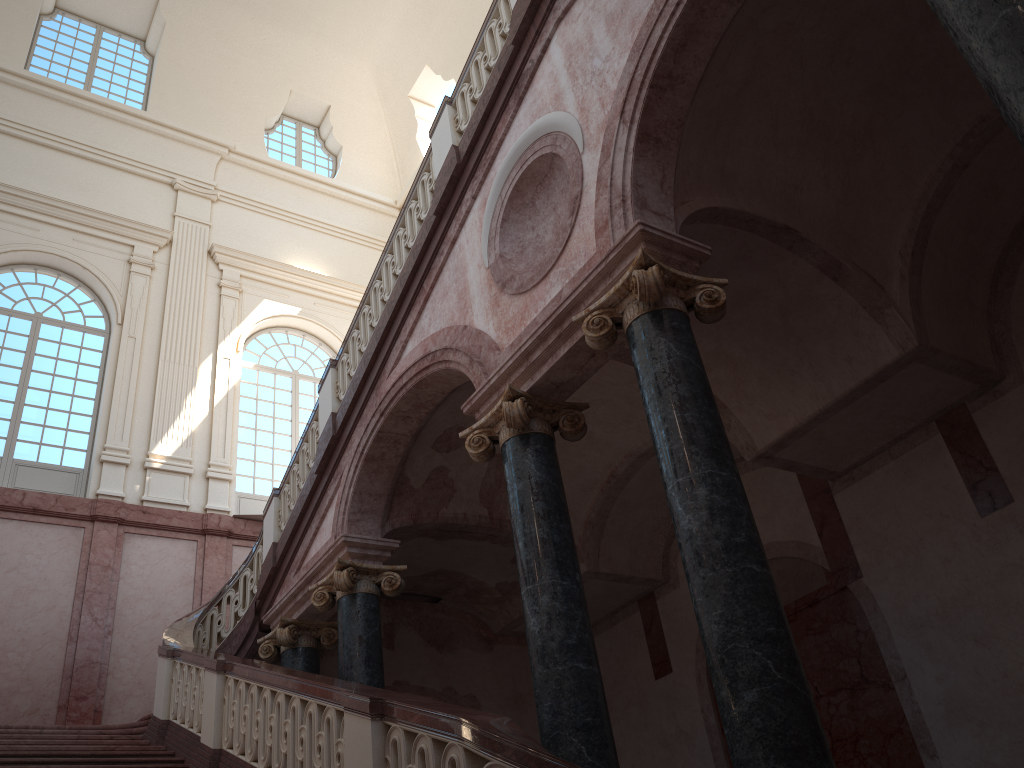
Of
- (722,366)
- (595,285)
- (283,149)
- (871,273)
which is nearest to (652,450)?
(722,366)

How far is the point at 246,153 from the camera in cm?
1785

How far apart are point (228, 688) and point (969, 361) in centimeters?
→ 646cm
